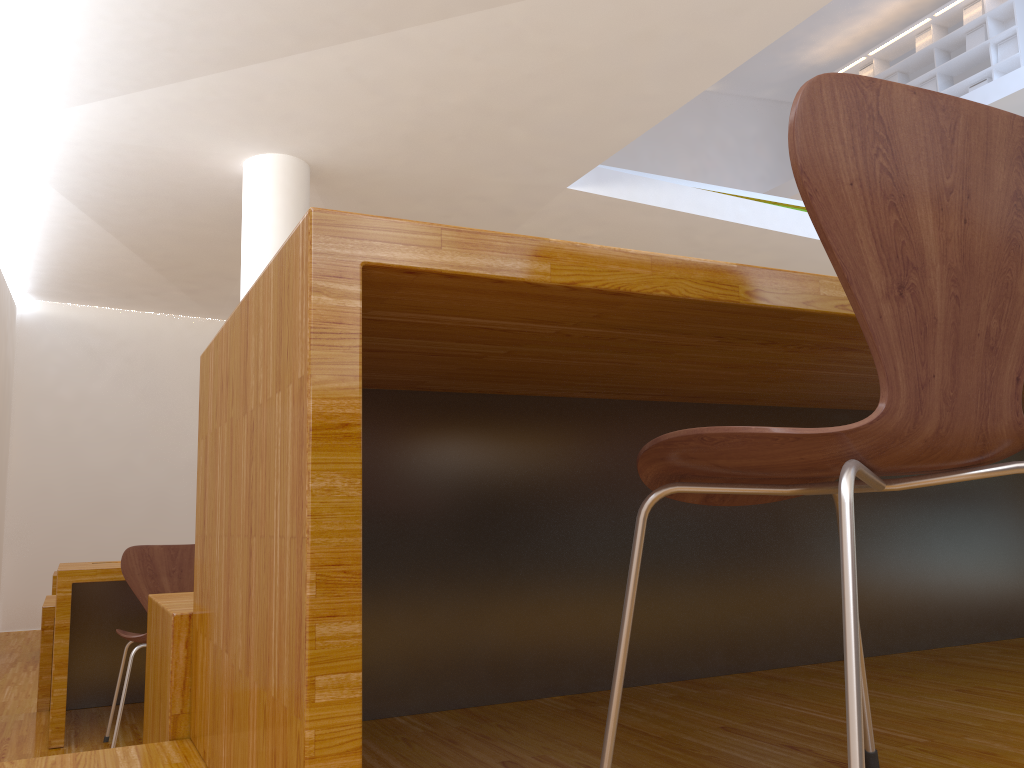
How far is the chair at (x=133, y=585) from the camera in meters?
2.9

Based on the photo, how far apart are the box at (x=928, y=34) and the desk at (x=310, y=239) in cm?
1069

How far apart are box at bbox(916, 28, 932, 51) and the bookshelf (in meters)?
0.07

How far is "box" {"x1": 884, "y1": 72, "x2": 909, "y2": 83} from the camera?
11.5m

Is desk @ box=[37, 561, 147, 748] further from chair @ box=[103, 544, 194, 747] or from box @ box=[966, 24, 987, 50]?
box @ box=[966, 24, 987, 50]

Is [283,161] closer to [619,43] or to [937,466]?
[619,43]

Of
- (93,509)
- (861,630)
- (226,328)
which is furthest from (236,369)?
(93,509)

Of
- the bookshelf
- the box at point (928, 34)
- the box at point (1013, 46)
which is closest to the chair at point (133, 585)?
the bookshelf

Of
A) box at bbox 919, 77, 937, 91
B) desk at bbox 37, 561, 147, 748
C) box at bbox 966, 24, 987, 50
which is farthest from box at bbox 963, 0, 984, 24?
desk at bbox 37, 561, 147, 748

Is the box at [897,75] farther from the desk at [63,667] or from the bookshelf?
the desk at [63,667]
